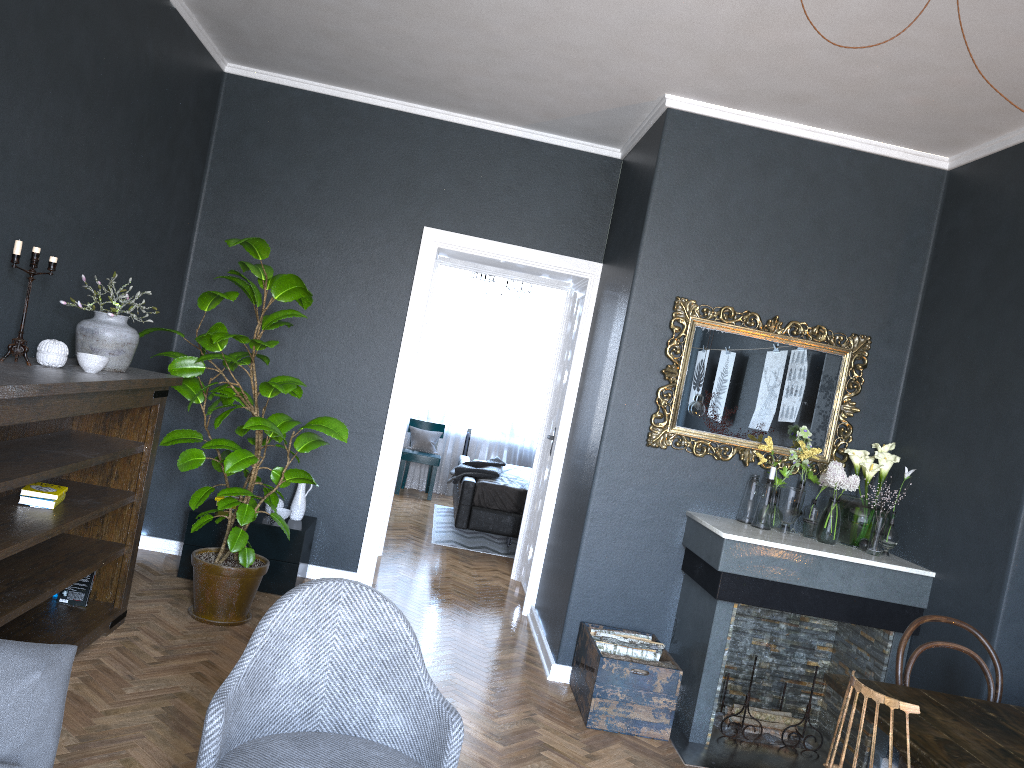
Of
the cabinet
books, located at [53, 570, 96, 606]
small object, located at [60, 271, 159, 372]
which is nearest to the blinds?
the cabinet

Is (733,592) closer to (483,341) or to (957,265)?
(957,265)

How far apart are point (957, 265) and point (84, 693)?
4.3m

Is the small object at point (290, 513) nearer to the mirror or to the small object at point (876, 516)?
the mirror

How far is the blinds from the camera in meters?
10.1 m

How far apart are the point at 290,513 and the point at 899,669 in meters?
3.4

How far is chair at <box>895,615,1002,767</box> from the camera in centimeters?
309cm

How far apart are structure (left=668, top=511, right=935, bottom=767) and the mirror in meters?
0.3 m

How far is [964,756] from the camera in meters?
2.3

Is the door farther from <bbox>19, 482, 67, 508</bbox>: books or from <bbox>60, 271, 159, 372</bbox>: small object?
<bbox>19, 482, 67, 508</bbox>: books
